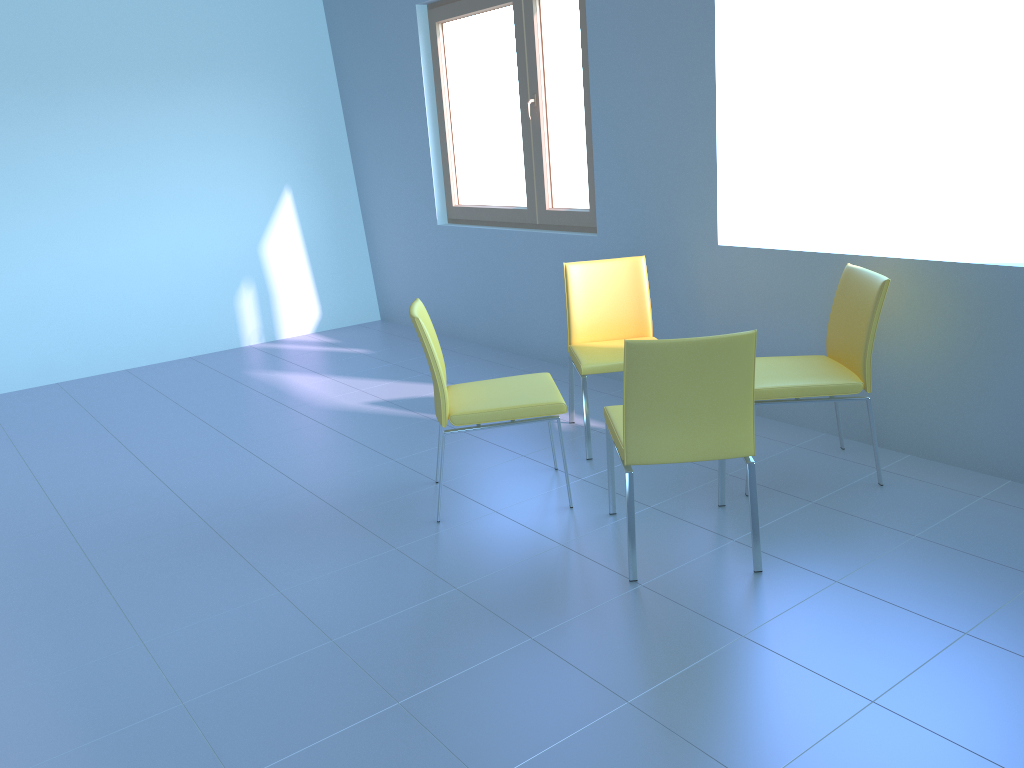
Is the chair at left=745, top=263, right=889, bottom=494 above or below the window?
below

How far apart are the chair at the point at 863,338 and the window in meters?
1.5 m

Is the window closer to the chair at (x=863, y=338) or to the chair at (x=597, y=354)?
the chair at (x=597, y=354)

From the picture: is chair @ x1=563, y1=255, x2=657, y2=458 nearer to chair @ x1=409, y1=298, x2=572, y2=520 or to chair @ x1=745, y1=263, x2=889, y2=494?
chair @ x1=409, y1=298, x2=572, y2=520

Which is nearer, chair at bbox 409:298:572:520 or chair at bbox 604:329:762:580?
chair at bbox 604:329:762:580

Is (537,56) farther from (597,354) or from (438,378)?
(438,378)

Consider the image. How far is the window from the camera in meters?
4.5 m

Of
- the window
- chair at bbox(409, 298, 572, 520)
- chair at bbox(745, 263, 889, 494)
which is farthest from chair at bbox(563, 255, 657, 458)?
the window

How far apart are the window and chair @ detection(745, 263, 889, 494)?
1.5m

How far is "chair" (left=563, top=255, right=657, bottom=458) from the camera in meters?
3.4
